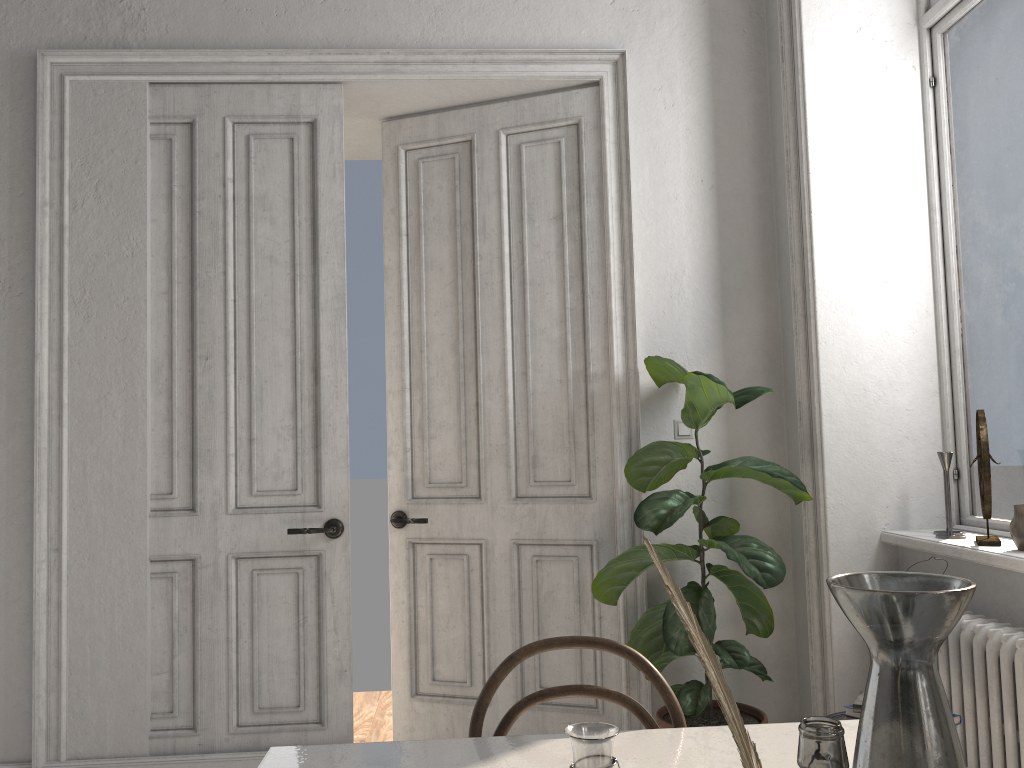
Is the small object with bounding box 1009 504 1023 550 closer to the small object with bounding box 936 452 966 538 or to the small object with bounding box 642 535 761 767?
the small object with bounding box 936 452 966 538

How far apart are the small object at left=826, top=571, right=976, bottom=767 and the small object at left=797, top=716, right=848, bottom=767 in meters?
0.1

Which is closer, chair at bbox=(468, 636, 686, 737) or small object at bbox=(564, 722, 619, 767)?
small object at bbox=(564, 722, 619, 767)

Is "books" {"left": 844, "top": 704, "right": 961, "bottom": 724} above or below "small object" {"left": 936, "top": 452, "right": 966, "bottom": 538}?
below

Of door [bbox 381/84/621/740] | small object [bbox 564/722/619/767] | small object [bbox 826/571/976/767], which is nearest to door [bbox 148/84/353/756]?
door [bbox 381/84/621/740]

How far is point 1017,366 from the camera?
2.9 meters

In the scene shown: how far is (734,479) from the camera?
3.6 meters

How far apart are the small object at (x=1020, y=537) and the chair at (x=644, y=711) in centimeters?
153cm

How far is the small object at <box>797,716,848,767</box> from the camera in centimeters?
→ 62cm

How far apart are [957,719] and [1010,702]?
0.2m
